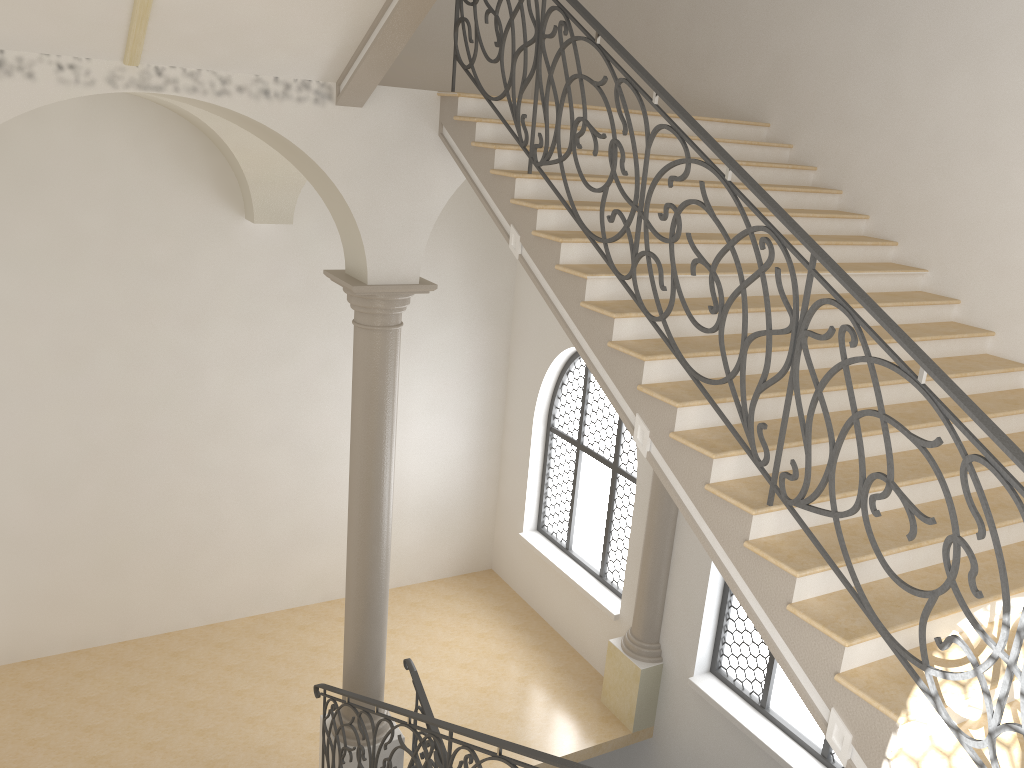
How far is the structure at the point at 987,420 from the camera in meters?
3.1

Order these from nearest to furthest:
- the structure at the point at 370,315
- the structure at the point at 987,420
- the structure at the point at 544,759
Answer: the structure at the point at 987,420
the structure at the point at 544,759
the structure at the point at 370,315

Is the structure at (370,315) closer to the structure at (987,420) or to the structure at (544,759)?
the structure at (544,759)

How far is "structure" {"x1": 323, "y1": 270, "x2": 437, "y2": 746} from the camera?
6.89m

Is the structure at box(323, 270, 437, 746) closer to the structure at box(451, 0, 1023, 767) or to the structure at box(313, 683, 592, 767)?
the structure at box(313, 683, 592, 767)

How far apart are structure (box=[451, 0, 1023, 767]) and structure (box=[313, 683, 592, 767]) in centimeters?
159cm

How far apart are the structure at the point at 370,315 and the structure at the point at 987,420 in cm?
149

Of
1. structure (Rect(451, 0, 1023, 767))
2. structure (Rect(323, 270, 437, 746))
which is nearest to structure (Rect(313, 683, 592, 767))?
structure (Rect(323, 270, 437, 746))

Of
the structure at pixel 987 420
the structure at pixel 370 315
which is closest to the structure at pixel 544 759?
the structure at pixel 370 315

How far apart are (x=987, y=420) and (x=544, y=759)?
2.66m
